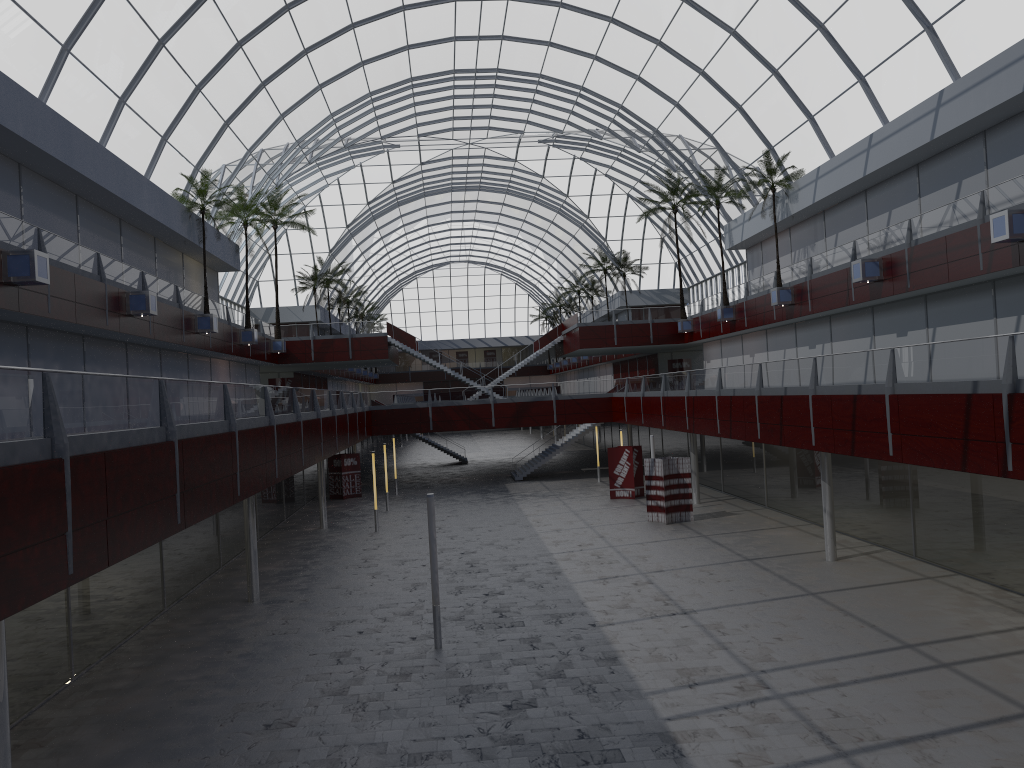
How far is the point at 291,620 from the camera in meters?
28.1 m
